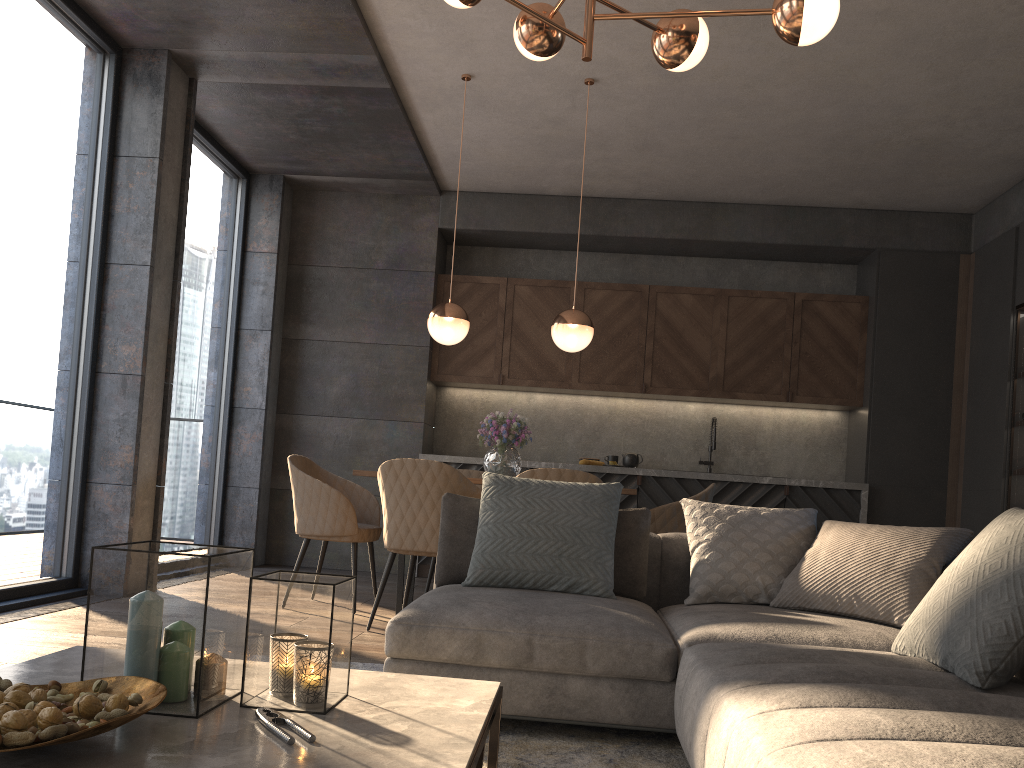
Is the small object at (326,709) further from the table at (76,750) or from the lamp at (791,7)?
the lamp at (791,7)

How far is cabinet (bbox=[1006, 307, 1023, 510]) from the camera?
5.8m

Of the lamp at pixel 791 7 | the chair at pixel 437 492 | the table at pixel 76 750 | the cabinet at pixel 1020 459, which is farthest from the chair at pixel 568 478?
the cabinet at pixel 1020 459

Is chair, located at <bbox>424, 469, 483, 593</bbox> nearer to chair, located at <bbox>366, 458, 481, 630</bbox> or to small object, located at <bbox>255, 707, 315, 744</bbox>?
chair, located at <bbox>366, 458, 481, 630</bbox>

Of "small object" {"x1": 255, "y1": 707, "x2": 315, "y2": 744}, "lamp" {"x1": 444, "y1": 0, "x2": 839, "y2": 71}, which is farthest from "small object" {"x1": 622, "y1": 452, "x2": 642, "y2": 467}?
"small object" {"x1": 255, "y1": 707, "x2": 315, "y2": 744}

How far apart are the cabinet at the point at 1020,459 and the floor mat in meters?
4.2 m

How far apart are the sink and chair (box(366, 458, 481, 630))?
3.3m

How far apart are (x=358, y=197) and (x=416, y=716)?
6.2 meters

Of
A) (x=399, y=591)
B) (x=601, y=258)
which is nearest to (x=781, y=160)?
(x=601, y=258)

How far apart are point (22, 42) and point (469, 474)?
3.37m
